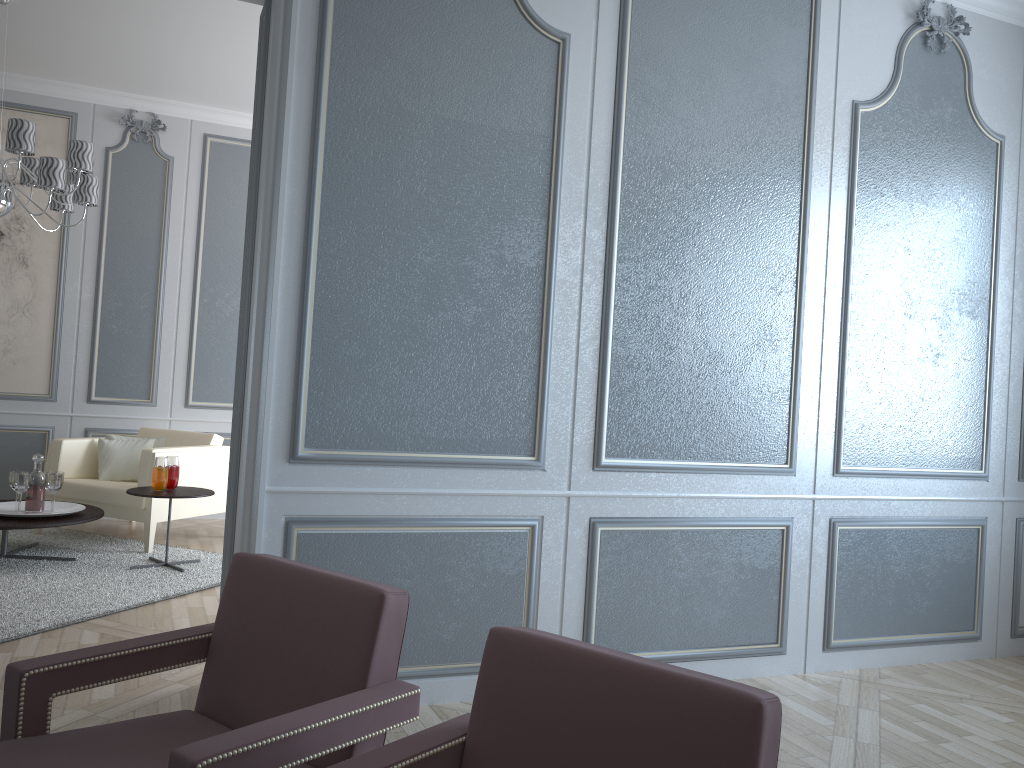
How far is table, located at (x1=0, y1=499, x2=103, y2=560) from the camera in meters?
4.1 m

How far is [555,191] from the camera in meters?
2.9

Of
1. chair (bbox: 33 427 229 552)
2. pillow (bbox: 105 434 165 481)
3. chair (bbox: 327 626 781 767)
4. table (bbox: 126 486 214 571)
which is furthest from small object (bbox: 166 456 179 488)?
chair (bbox: 327 626 781 767)

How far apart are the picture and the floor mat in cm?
Result: 95

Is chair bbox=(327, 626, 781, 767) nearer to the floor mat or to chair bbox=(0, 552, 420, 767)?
chair bbox=(0, 552, 420, 767)

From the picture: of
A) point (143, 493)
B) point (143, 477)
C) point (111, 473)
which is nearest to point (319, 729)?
point (143, 493)

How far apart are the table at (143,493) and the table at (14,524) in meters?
0.3 m

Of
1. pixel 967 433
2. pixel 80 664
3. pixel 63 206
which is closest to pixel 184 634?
pixel 80 664

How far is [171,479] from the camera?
4.48m

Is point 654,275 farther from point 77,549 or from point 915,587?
point 77,549
